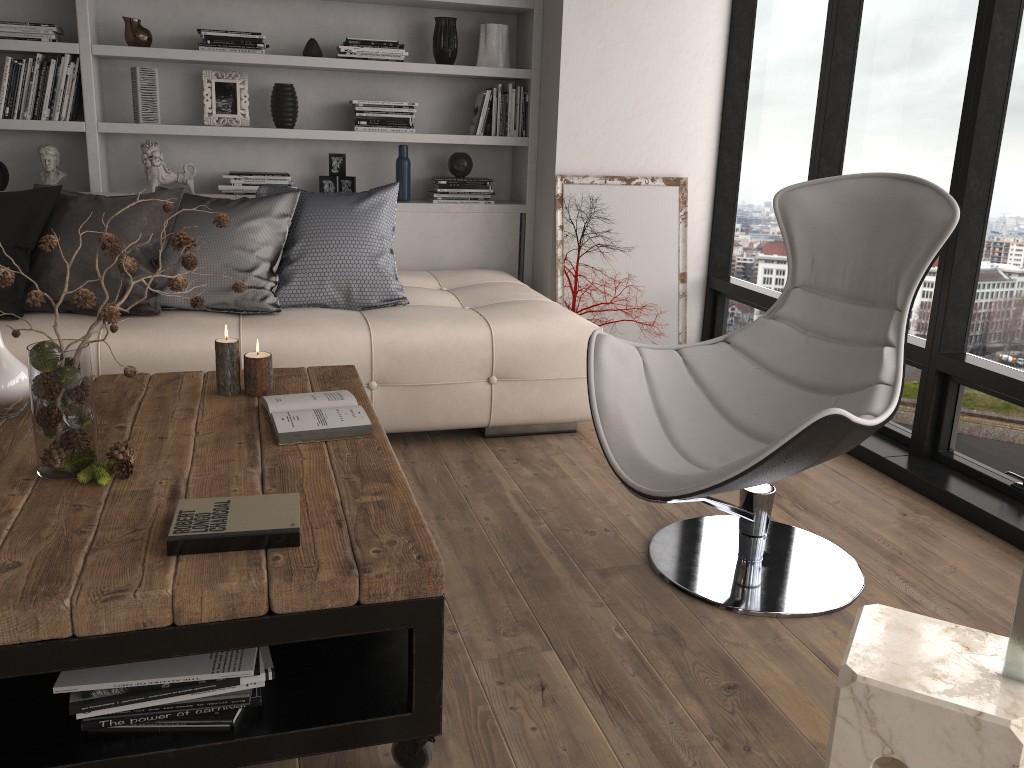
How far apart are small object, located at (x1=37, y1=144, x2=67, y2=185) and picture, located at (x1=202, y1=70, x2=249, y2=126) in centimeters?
69cm

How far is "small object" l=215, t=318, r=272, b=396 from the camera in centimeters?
241cm

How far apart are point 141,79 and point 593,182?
2.19m

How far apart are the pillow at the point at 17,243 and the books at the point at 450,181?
1.48m

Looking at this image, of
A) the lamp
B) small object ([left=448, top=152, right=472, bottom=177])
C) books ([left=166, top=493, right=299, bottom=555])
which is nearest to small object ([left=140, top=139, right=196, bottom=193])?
small object ([left=448, top=152, right=472, bottom=177])

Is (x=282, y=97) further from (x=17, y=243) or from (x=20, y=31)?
(x=17, y=243)

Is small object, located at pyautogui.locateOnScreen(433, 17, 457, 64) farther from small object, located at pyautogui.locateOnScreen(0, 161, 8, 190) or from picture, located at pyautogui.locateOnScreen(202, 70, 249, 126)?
small object, located at pyautogui.locateOnScreen(0, 161, 8, 190)

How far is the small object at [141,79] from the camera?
4.1 meters

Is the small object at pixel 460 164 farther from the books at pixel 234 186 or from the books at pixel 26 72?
the books at pixel 26 72

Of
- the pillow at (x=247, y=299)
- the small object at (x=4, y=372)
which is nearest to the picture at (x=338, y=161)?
the pillow at (x=247, y=299)
